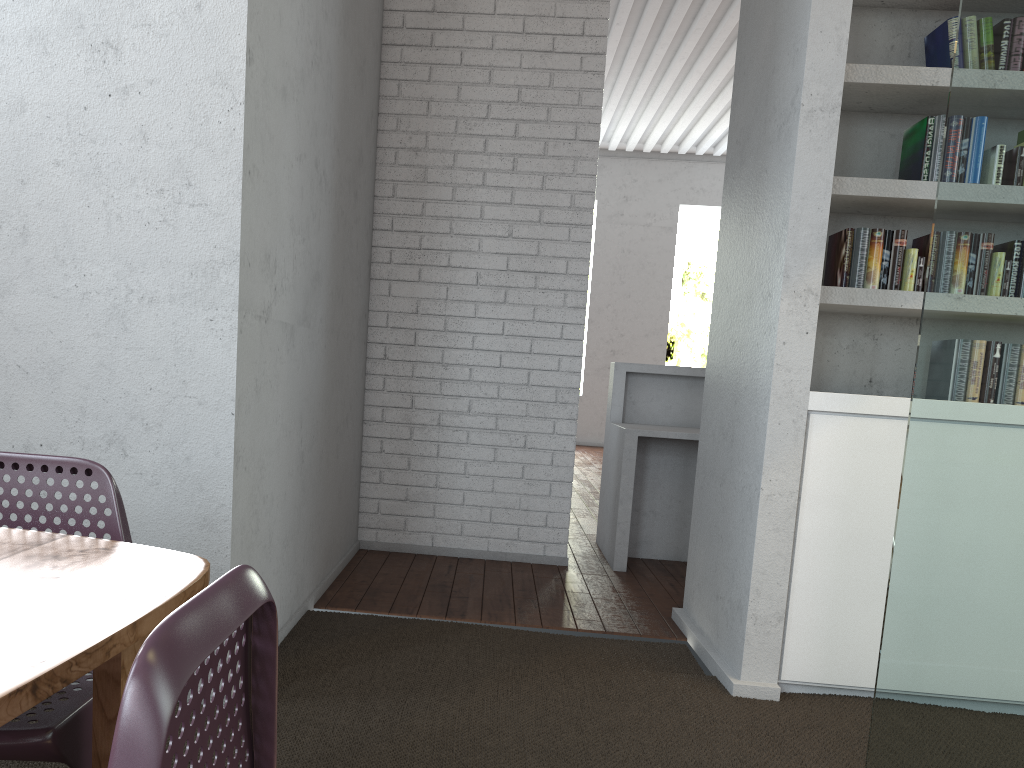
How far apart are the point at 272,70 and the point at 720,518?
2.2m

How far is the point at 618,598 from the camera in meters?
4.1
